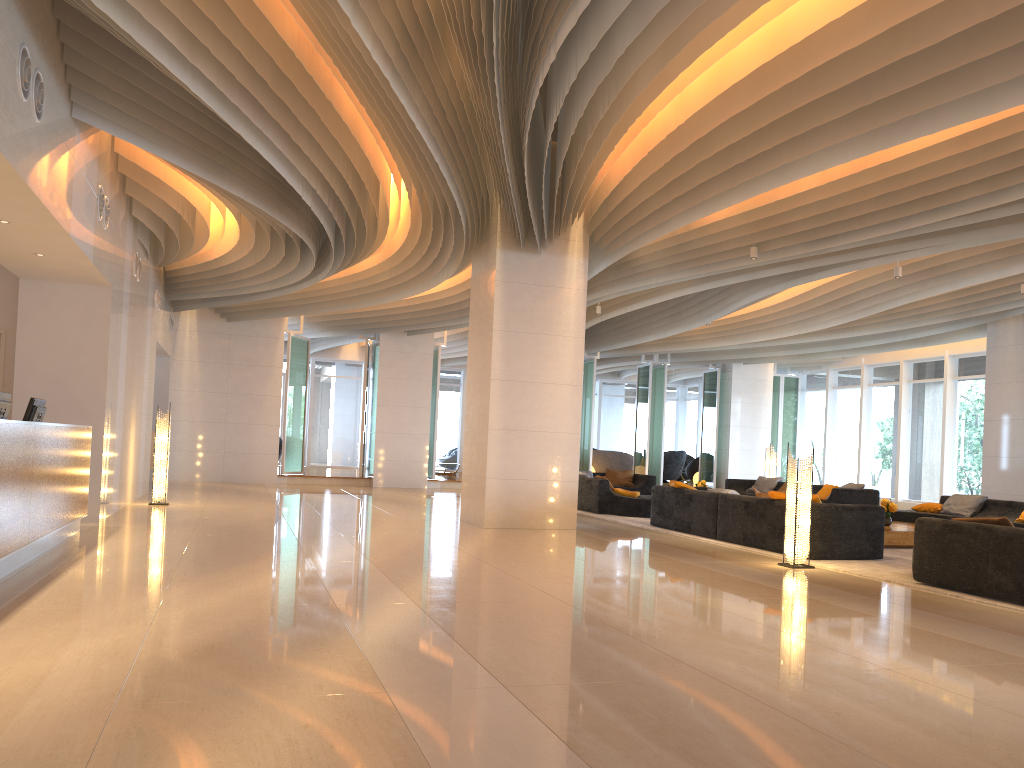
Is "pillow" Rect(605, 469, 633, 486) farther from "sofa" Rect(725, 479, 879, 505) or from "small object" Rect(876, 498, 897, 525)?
"small object" Rect(876, 498, 897, 525)

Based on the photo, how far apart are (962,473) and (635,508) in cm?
916

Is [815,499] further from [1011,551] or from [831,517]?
[1011,551]

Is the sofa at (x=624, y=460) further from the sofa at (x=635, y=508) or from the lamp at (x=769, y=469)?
the lamp at (x=769, y=469)

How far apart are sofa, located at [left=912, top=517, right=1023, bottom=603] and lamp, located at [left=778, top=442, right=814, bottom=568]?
1.1 meters

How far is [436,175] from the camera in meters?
8.5

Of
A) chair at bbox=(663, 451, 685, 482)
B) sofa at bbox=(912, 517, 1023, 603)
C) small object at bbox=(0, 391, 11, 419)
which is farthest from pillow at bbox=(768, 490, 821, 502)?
chair at bbox=(663, 451, 685, 482)

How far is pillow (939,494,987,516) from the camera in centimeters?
1309cm

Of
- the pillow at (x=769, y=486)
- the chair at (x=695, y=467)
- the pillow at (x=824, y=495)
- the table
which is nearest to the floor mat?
the table

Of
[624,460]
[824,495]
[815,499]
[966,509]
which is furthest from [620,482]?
[815,499]
